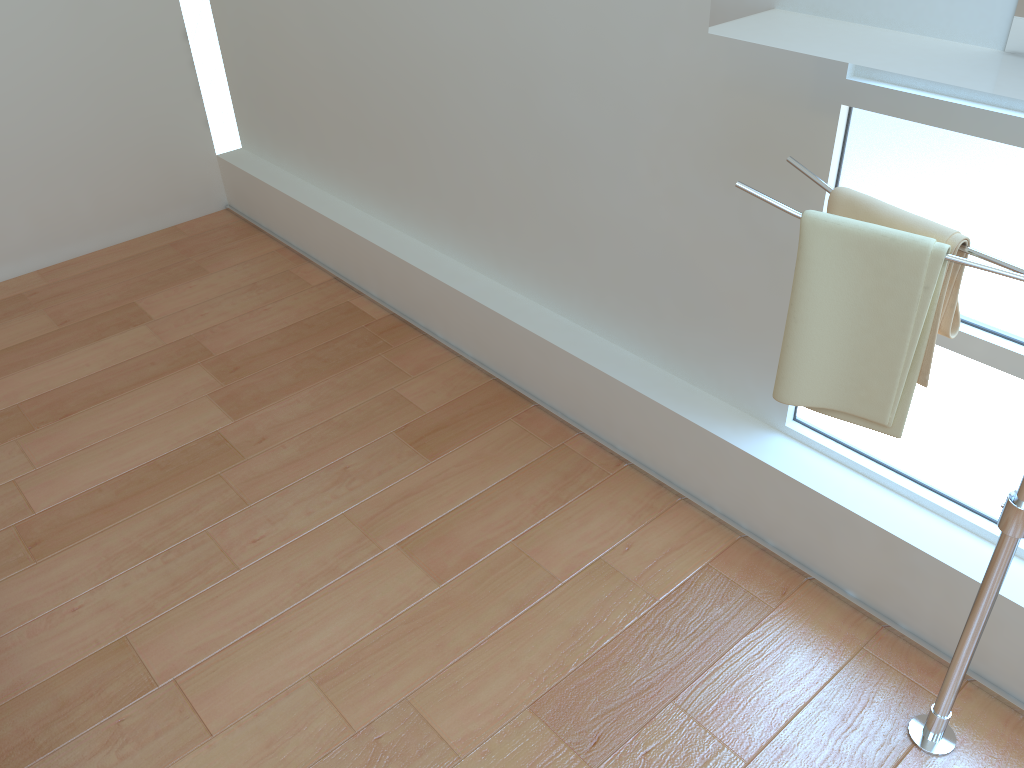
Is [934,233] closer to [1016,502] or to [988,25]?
[988,25]

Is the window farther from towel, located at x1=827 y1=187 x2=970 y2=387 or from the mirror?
the mirror

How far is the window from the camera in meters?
1.5

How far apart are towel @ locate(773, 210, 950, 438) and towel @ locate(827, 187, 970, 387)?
0.0 meters

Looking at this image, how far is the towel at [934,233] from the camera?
1.3 meters

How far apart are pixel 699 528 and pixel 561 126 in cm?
106

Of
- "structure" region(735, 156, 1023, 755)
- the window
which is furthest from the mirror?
the window

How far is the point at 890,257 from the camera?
1.31m

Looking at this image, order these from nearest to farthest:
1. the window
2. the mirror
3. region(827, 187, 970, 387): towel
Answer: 1. the mirror
2. region(827, 187, 970, 387): towel
3. the window

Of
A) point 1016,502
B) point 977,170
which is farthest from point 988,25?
point 1016,502
